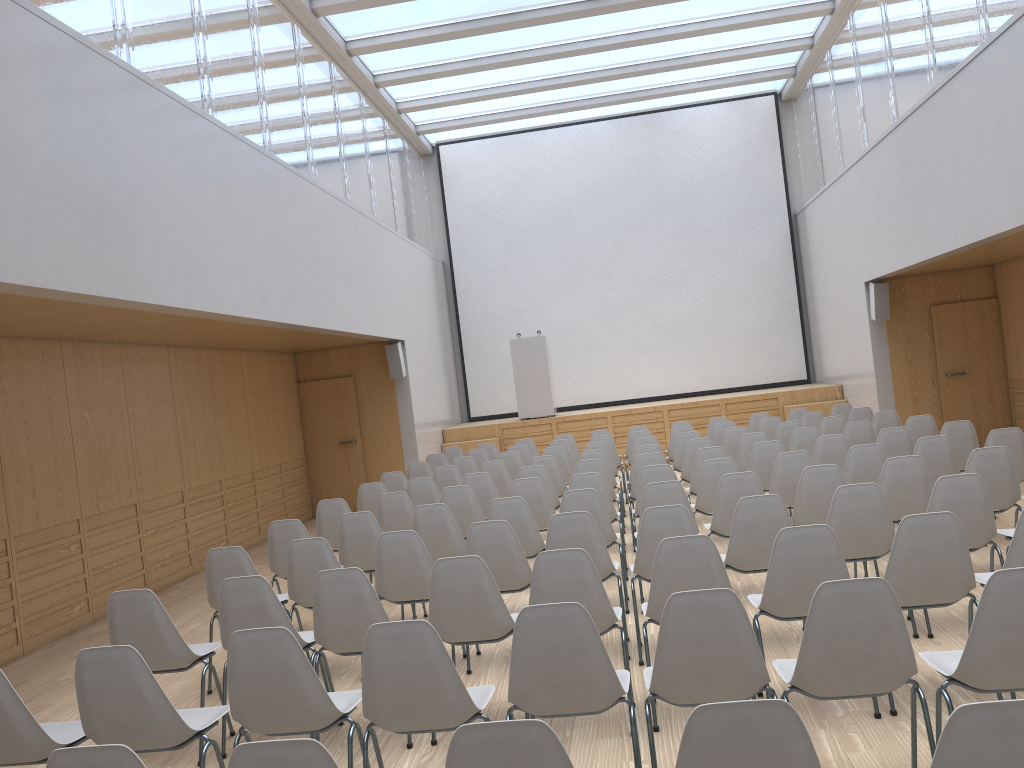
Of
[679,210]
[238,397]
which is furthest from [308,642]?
[679,210]

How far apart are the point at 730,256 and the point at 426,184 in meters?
5.9

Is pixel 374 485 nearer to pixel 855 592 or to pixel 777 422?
pixel 777 422

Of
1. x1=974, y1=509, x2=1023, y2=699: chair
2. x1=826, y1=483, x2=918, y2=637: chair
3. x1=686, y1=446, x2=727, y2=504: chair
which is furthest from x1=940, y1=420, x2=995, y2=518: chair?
x1=974, y1=509, x2=1023, y2=699: chair

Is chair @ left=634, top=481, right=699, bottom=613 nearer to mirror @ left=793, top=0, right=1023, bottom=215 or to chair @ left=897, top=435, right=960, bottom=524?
chair @ left=897, top=435, right=960, bottom=524

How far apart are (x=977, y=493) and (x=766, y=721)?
3.4m

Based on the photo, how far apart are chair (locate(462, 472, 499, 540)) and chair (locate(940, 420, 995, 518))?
3.93m

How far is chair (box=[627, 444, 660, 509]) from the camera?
8.85m

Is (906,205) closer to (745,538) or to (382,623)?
(745,538)

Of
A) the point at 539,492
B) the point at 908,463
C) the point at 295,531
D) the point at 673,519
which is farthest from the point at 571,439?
the point at 673,519
